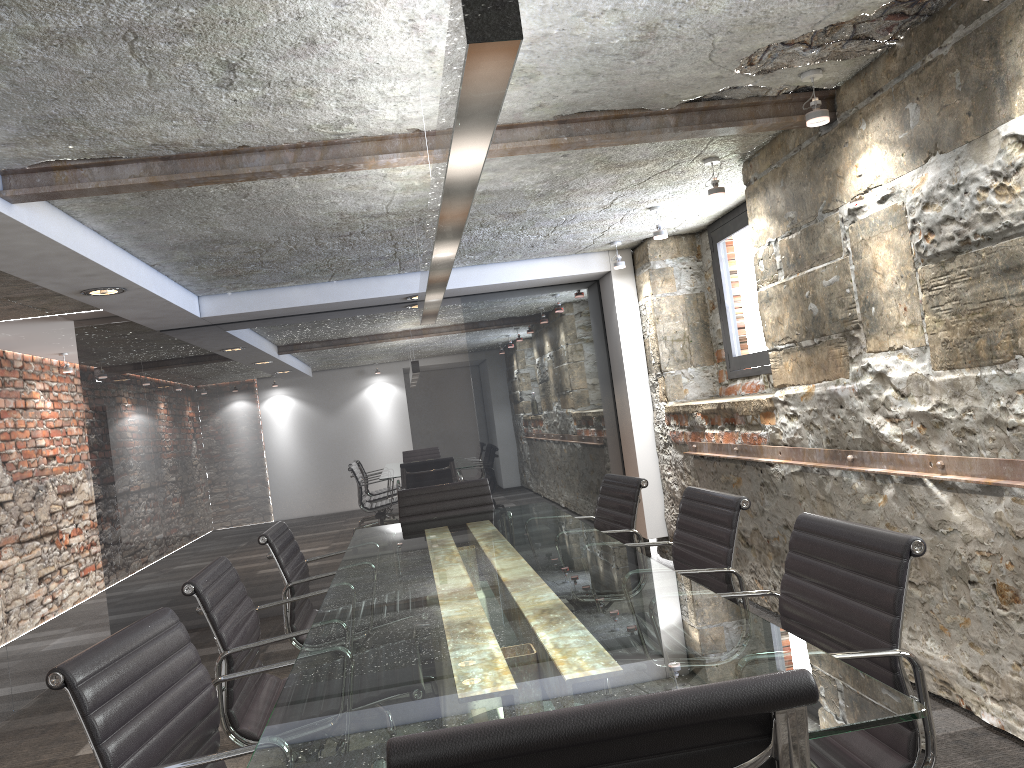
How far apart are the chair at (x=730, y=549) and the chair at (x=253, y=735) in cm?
113

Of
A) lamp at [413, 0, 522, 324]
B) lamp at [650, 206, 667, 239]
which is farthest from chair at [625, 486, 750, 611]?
lamp at [650, 206, 667, 239]

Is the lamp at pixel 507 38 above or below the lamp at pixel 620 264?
below

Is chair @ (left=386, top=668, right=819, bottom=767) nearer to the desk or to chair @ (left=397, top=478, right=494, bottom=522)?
the desk

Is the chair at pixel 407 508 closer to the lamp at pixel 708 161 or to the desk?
the desk

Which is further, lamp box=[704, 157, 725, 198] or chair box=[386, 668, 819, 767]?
lamp box=[704, 157, 725, 198]

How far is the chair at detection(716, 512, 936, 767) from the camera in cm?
160

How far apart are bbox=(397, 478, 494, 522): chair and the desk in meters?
0.4 m

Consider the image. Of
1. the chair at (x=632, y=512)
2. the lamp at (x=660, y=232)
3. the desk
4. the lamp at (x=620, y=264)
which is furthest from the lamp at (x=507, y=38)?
the lamp at (x=620, y=264)

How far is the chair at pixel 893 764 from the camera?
1.6m
